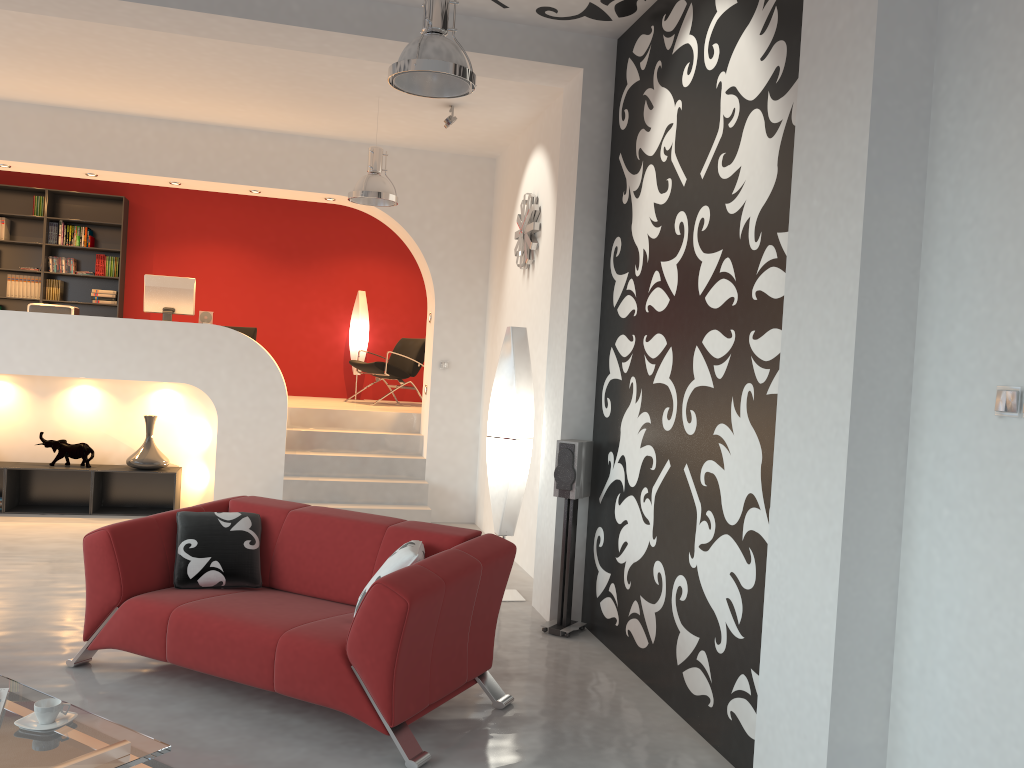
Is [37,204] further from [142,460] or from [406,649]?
[406,649]

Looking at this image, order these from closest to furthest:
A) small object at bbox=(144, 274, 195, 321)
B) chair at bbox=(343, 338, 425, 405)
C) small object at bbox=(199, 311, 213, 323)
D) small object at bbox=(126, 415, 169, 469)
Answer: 1. small object at bbox=(126, 415, 169, 469)
2. small object at bbox=(144, 274, 195, 321)
3. small object at bbox=(199, 311, 213, 323)
4. chair at bbox=(343, 338, 425, 405)

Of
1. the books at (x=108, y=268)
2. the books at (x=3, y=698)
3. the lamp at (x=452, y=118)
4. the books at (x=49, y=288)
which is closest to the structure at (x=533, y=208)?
the lamp at (x=452, y=118)

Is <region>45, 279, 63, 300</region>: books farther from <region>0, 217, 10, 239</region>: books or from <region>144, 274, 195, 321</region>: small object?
<region>144, 274, 195, 321</region>: small object

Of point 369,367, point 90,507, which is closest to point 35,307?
point 90,507

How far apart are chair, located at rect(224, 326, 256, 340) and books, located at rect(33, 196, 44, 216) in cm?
268

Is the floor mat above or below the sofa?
below

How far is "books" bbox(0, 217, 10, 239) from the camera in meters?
10.0 m

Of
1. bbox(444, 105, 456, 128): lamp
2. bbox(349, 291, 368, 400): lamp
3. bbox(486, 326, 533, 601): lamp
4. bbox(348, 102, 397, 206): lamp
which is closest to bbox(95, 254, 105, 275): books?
bbox(349, 291, 368, 400): lamp

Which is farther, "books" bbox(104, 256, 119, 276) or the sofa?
"books" bbox(104, 256, 119, 276)
